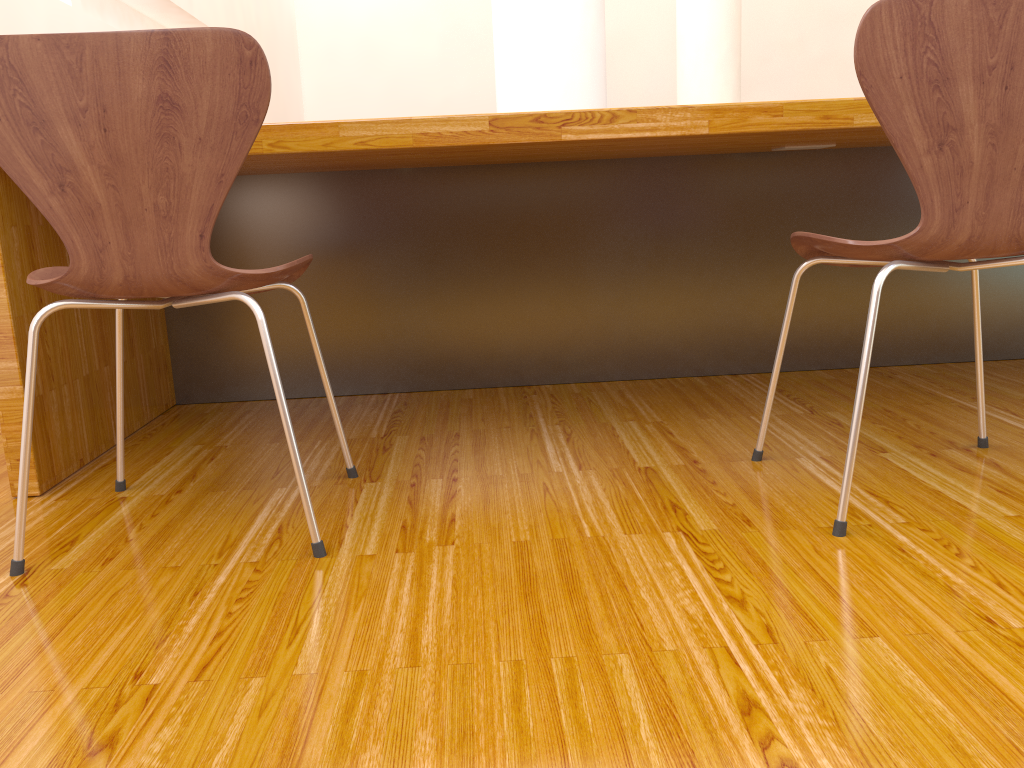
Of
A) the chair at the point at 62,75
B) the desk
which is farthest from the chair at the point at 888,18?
the chair at the point at 62,75

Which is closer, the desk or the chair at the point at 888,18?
the chair at the point at 888,18

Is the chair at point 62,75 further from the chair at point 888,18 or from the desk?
the chair at point 888,18

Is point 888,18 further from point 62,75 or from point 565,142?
→ point 62,75

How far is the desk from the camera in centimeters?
150cm

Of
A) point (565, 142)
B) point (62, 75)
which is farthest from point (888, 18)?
point (62, 75)

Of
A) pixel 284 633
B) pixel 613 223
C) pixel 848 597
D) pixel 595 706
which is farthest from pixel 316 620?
pixel 613 223

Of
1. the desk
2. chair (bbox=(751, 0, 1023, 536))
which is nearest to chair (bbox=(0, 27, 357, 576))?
the desk

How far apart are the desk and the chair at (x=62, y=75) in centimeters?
14cm

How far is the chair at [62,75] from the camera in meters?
1.1
